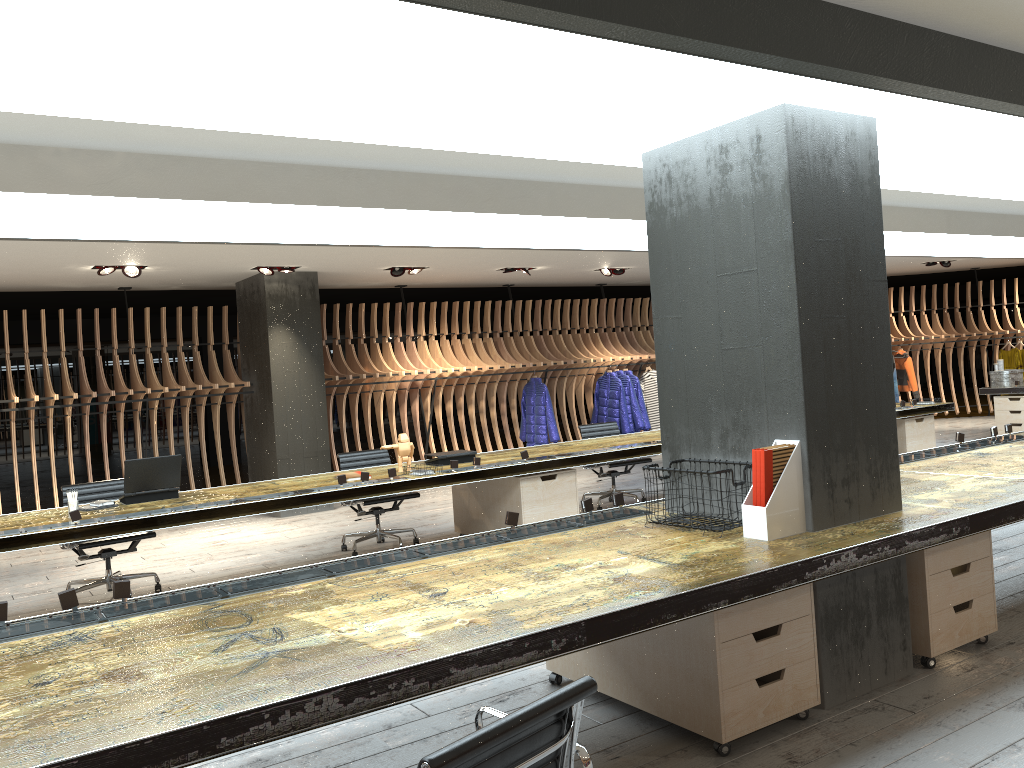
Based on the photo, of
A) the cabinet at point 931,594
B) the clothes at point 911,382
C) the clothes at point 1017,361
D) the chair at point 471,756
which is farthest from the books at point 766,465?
the clothes at point 1017,361

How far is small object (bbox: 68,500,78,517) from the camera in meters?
5.7

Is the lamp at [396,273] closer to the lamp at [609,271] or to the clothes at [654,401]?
→ the lamp at [609,271]

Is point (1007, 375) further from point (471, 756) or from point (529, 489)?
point (471, 756)

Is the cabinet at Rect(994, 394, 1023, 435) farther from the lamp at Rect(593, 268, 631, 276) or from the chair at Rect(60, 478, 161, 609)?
the chair at Rect(60, 478, 161, 609)

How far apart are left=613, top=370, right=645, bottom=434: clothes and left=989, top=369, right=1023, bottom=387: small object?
5.0m

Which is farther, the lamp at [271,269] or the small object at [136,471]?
the lamp at [271,269]

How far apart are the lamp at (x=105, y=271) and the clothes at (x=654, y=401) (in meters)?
7.77

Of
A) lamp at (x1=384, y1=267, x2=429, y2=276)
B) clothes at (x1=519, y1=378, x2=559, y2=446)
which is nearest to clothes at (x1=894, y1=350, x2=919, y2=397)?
clothes at (x1=519, y1=378, x2=559, y2=446)

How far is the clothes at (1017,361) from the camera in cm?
1555
